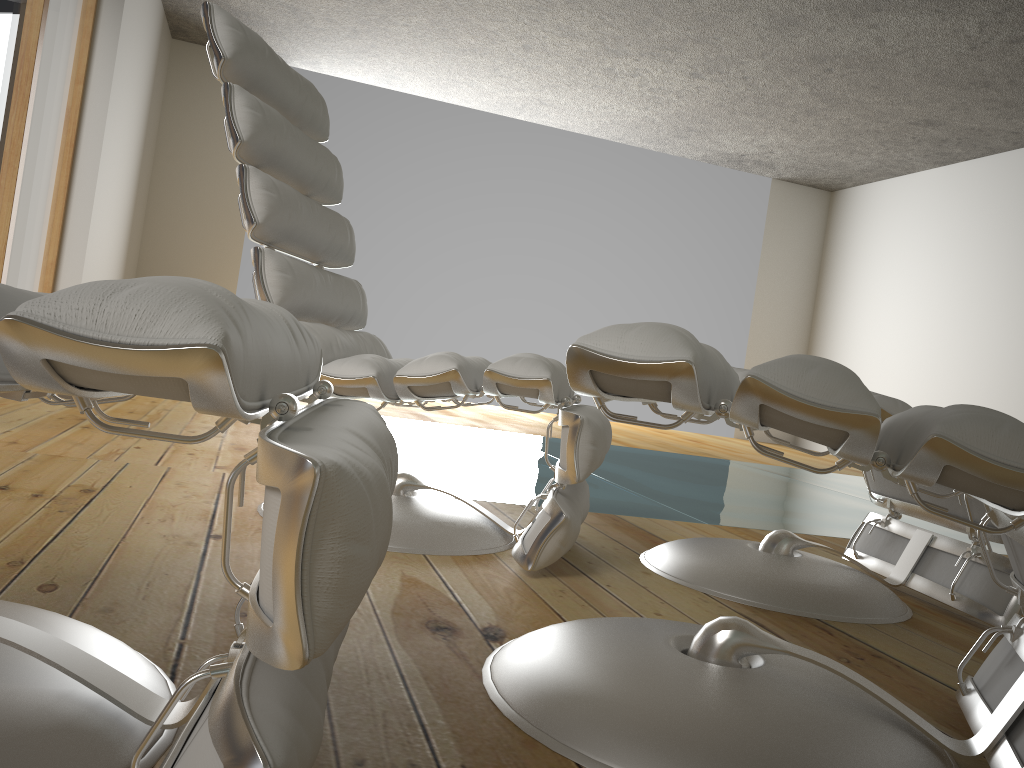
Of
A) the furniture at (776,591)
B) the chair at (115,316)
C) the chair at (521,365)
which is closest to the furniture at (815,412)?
the chair at (115,316)

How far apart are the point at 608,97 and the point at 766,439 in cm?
362

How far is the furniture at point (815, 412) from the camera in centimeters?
78cm

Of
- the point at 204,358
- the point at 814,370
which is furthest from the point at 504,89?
the point at 204,358

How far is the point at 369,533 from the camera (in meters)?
0.56

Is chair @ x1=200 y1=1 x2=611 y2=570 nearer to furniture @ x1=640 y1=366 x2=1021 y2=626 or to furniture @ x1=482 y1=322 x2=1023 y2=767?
furniture @ x1=640 y1=366 x2=1021 y2=626

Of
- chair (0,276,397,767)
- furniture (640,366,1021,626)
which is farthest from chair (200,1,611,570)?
chair (0,276,397,767)

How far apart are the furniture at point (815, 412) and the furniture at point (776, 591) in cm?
42

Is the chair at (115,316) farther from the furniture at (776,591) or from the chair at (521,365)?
the furniture at (776,591)

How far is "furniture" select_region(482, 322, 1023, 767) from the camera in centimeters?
78cm
